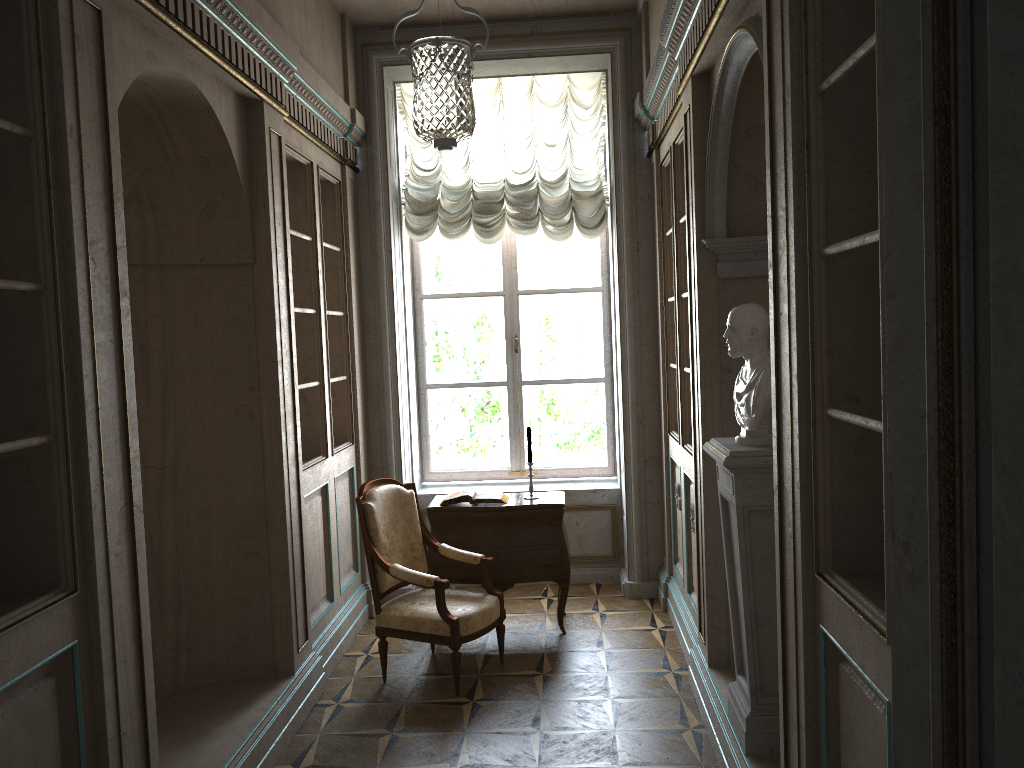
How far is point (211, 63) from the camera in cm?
347

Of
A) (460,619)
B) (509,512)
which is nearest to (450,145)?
(460,619)

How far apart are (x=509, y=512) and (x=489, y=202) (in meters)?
2.19

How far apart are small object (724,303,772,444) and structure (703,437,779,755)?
0.0 meters

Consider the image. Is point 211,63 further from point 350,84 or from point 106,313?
point 350,84

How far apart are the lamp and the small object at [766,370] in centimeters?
118cm

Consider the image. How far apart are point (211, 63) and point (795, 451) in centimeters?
265cm

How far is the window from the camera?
6.47m

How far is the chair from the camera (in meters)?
4.38

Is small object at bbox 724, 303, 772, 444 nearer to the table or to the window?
the table
